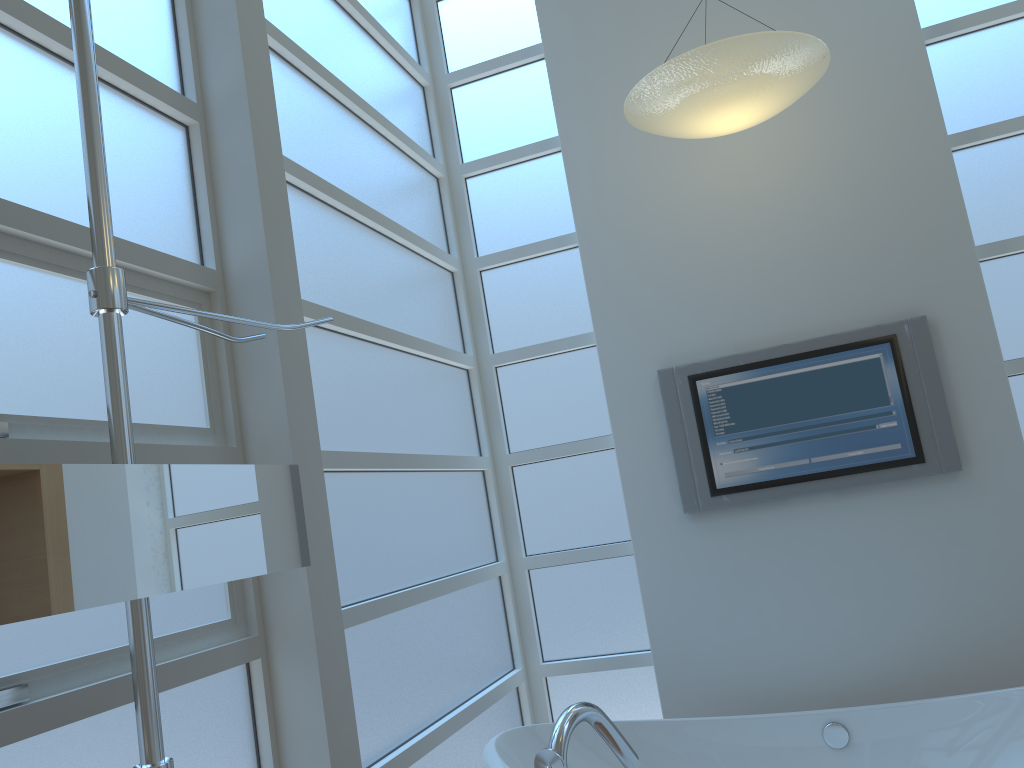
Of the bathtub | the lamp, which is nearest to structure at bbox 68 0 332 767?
the bathtub

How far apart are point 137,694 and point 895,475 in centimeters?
246cm

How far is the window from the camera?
1.54m

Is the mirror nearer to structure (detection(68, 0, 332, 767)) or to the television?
structure (detection(68, 0, 332, 767))

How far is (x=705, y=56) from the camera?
2.43m

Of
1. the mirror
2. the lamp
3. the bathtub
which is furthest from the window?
the lamp

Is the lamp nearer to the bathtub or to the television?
the television

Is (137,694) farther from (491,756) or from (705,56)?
(705,56)

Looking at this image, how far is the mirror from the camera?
1.0 meters

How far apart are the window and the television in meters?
0.3
